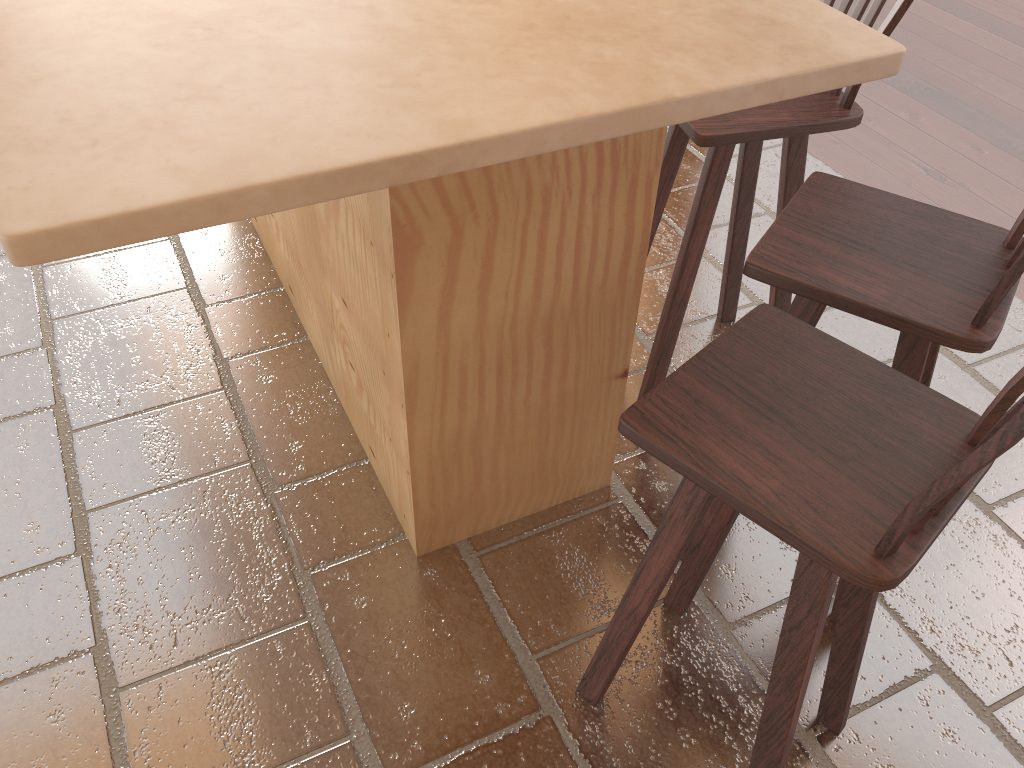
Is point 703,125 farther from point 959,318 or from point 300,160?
point 300,160

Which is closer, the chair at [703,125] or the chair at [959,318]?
the chair at [959,318]

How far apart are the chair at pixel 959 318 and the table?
0.2 meters

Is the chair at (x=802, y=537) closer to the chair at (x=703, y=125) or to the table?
the table

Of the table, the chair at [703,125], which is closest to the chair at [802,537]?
the table

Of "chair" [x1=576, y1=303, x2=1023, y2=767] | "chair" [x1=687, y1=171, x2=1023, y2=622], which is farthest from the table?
"chair" [x1=576, y1=303, x2=1023, y2=767]

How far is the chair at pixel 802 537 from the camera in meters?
1.1

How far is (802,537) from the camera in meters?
Answer: 1.1 m

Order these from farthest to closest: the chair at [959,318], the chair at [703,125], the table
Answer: the chair at [703,125] → the chair at [959,318] → the table

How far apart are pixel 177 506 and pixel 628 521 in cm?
113
